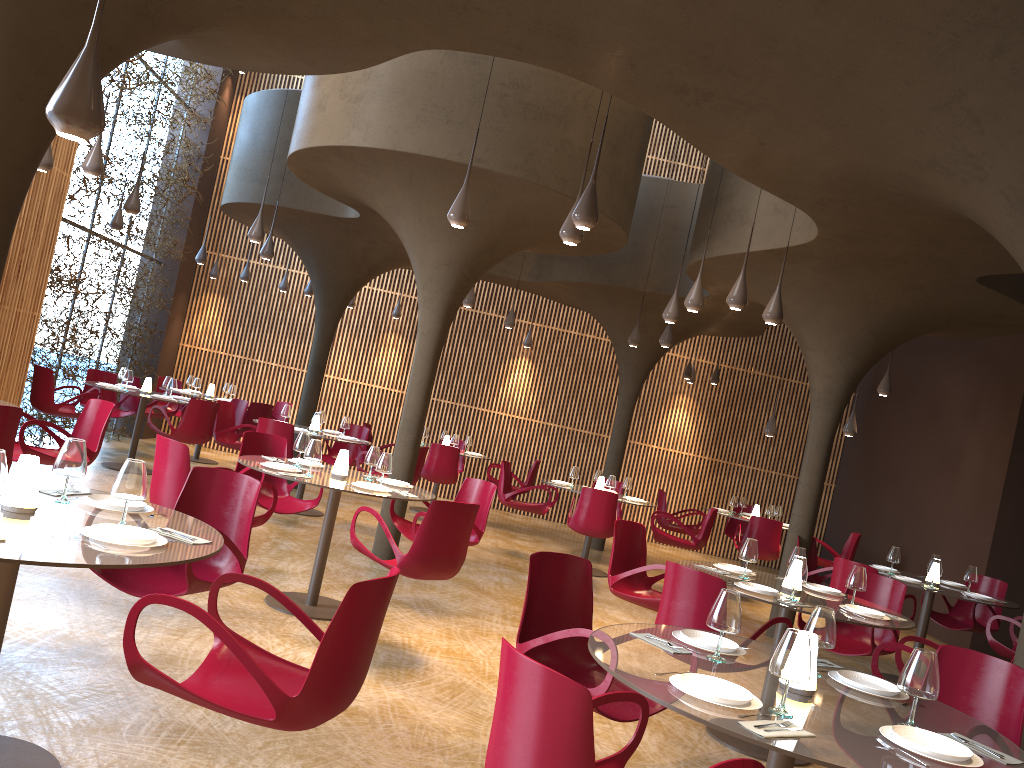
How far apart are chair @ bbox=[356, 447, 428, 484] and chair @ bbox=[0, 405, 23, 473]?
6.1 meters

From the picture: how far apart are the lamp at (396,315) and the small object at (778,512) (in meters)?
8.06

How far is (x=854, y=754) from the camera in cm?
280

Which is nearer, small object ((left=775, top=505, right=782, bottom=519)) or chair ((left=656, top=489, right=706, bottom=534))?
chair ((left=656, top=489, right=706, bottom=534))

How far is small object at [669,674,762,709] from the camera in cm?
309

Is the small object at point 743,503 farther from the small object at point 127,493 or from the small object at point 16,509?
the small object at point 16,509

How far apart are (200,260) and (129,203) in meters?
4.5

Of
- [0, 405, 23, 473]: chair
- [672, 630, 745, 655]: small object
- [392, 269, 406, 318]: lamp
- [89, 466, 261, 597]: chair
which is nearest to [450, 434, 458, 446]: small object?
[392, 269, 406, 318]: lamp

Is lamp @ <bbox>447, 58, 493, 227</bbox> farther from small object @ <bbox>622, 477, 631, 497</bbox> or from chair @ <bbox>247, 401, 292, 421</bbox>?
chair @ <bbox>247, 401, 292, 421</bbox>

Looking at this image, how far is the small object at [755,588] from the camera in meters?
5.9
